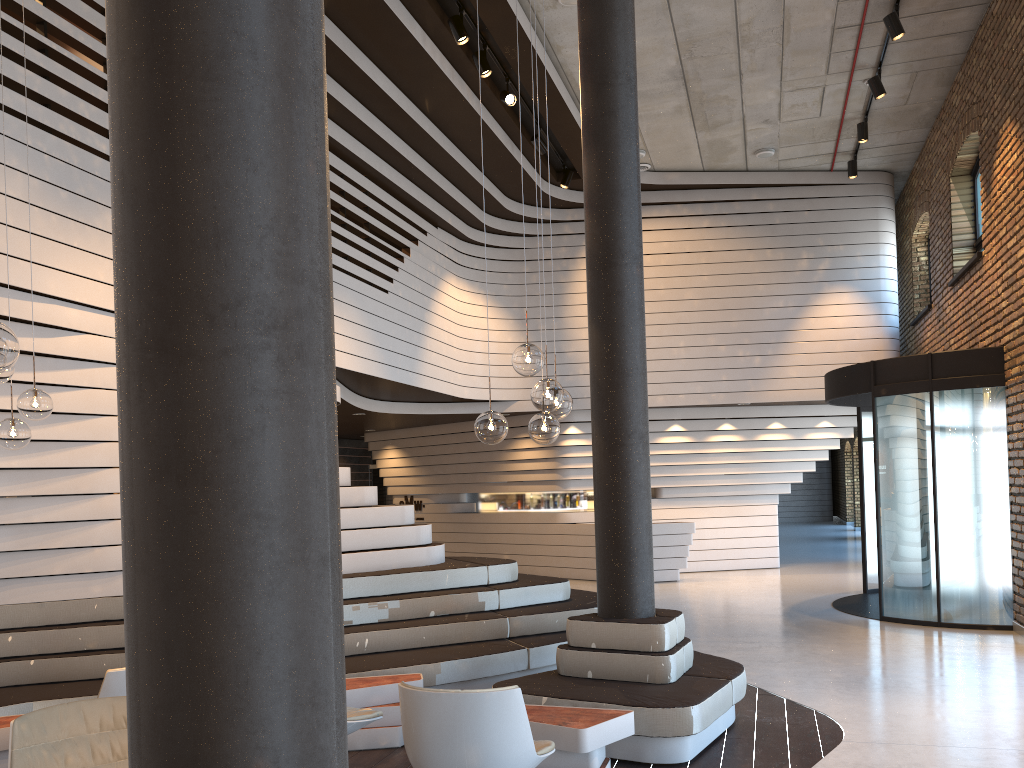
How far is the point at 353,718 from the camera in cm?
439

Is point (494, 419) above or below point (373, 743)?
above

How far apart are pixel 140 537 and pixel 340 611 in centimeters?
36cm

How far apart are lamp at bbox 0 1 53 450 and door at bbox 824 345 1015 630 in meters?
8.0

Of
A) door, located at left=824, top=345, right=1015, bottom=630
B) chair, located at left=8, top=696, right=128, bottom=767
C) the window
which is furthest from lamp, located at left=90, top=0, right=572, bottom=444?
the window

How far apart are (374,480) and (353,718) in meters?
13.5

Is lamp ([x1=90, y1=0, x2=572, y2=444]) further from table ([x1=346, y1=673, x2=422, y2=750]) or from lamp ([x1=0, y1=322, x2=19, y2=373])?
lamp ([x1=0, y1=322, x2=19, y2=373])

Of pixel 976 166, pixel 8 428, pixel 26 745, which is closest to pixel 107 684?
pixel 26 745

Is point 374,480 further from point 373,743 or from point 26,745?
point 26,745

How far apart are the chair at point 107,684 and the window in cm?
1034
